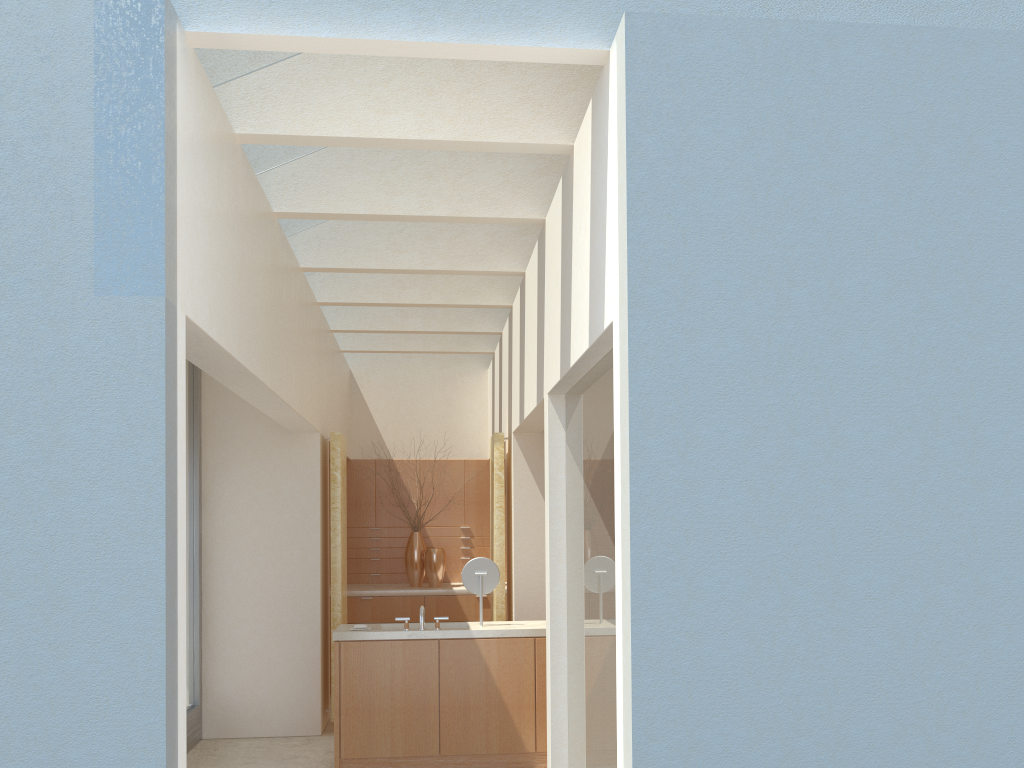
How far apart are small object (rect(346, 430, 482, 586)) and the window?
6.42m

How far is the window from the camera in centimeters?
1540cm

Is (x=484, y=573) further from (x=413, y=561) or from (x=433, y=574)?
(x=413, y=561)

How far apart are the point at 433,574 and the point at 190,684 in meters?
6.9 m

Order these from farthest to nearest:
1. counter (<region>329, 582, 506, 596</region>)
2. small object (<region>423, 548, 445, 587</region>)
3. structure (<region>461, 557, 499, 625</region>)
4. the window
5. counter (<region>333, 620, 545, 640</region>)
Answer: small object (<region>423, 548, 445, 587</region>) → counter (<region>329, 582, 506, 596</region>) → the window → structure (<region>461, 557, 499, 625</region>) → counter (<region>333, 620, 545, 640</region>)

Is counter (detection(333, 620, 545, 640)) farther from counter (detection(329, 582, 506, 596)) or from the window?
counter (detection(329, 582, 506, 596))

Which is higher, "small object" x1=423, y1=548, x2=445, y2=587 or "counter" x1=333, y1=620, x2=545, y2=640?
"small object" x1=423, y1=548, x2=445, y2=587

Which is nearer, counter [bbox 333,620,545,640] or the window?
counter [bbox 333,620,545,640]

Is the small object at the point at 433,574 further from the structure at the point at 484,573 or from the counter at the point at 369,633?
the structure at the point at 484,573

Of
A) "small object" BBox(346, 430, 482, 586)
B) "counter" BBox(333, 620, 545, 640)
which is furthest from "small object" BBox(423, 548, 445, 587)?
"counter" BBox(333, 620, 545, 640)
